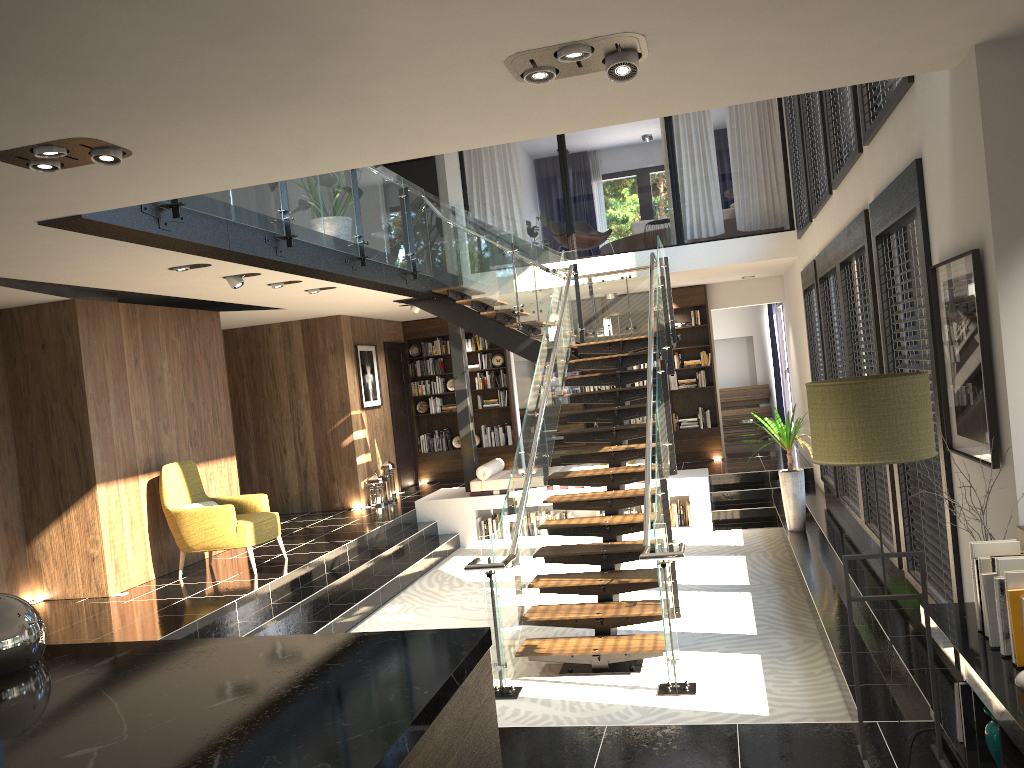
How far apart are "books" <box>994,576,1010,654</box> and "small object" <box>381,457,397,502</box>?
10.2m

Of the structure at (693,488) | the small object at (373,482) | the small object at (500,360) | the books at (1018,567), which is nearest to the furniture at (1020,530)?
the books at (1018,567)

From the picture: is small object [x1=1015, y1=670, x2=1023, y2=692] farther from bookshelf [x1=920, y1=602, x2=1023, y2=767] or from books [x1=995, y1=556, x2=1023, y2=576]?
books [x1=995, y1=556, x2=1023, y2=576]

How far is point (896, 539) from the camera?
6.1m

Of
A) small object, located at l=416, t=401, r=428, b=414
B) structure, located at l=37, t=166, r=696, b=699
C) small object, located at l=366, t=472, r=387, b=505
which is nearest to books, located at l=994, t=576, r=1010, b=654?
structure, located at l=37, t=166, r=696, b=699

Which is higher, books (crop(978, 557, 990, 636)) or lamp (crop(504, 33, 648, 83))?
lamp (crop(504, 33, 648, 83))

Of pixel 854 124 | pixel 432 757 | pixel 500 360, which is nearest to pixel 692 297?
pixel 500 360

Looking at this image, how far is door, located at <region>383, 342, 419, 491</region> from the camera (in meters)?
14.02

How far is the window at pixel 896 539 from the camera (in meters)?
6.07

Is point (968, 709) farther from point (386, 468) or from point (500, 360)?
point (500, 360)
